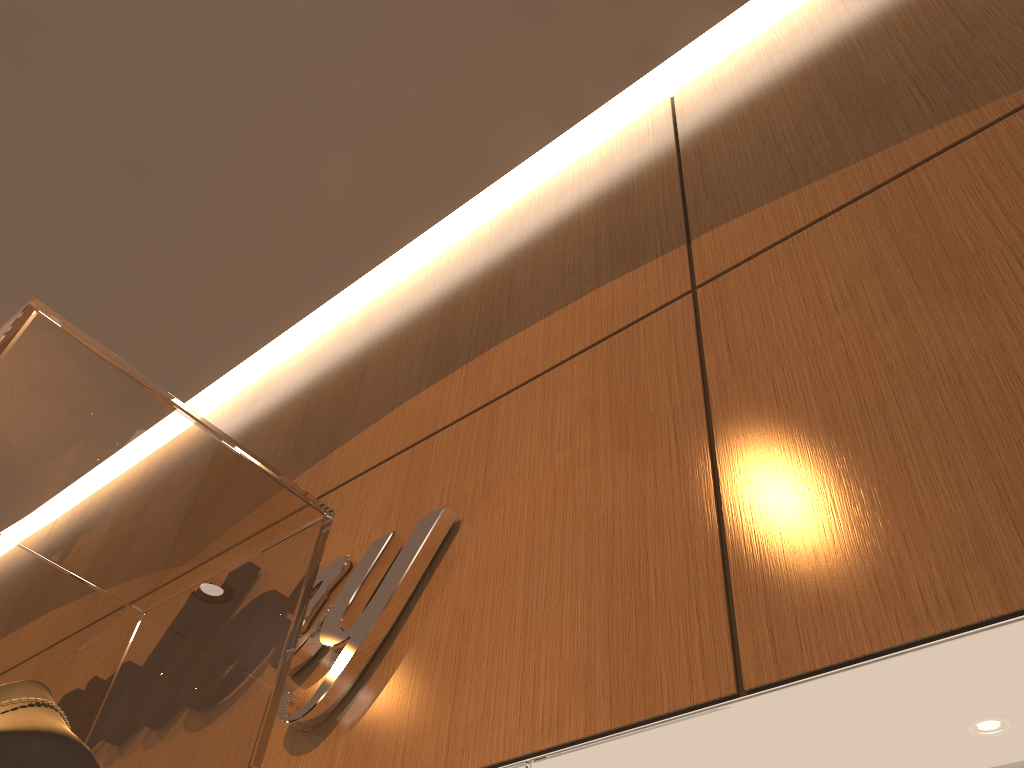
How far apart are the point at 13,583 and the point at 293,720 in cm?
82

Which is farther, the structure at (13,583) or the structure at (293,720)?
the structure at (293,720)

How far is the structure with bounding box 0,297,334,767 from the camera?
0.7m

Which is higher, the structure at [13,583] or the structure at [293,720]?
the structure at [293,720]

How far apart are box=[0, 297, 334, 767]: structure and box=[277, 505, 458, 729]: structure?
0.48m

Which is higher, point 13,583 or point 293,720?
point 293,720

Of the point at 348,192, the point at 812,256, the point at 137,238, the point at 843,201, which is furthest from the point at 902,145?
the point at 137,238

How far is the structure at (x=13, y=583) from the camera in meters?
0.7

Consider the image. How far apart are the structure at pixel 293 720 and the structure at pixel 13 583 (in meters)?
0.48

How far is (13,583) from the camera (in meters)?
0.73
